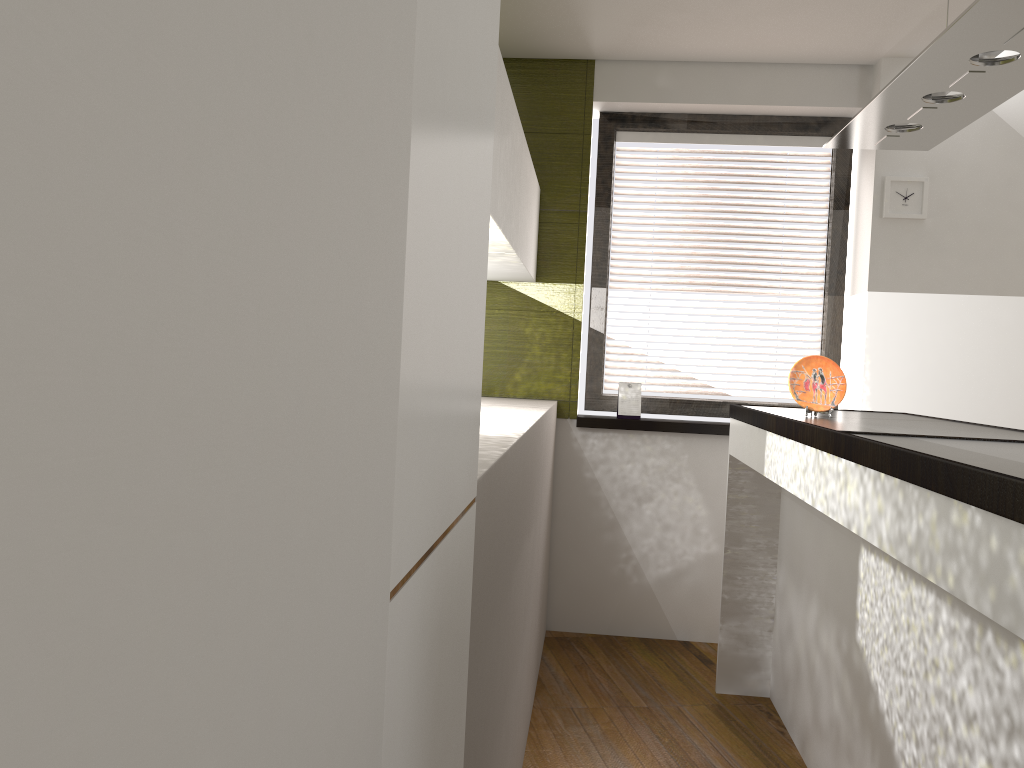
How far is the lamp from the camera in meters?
1.8 m

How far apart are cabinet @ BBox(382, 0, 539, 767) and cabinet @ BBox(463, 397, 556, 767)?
0.1 meters

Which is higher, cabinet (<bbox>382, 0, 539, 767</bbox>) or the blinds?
the blinds

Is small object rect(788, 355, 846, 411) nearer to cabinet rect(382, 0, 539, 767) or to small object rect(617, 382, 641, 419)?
cabinet rect(382, 0, 539, 767)

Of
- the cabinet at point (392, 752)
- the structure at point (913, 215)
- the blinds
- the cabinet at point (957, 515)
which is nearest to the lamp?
the cabinet at point (957, 515)

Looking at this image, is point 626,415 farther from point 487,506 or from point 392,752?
point 392,752

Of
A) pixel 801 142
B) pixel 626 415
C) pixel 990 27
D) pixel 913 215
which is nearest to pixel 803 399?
pixel 990 27

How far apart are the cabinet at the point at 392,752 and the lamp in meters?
1.0

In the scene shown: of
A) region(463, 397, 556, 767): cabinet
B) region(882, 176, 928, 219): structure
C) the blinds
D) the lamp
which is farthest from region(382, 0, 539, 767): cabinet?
region(882, 176, 928, 219): structure

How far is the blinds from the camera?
4.20m
